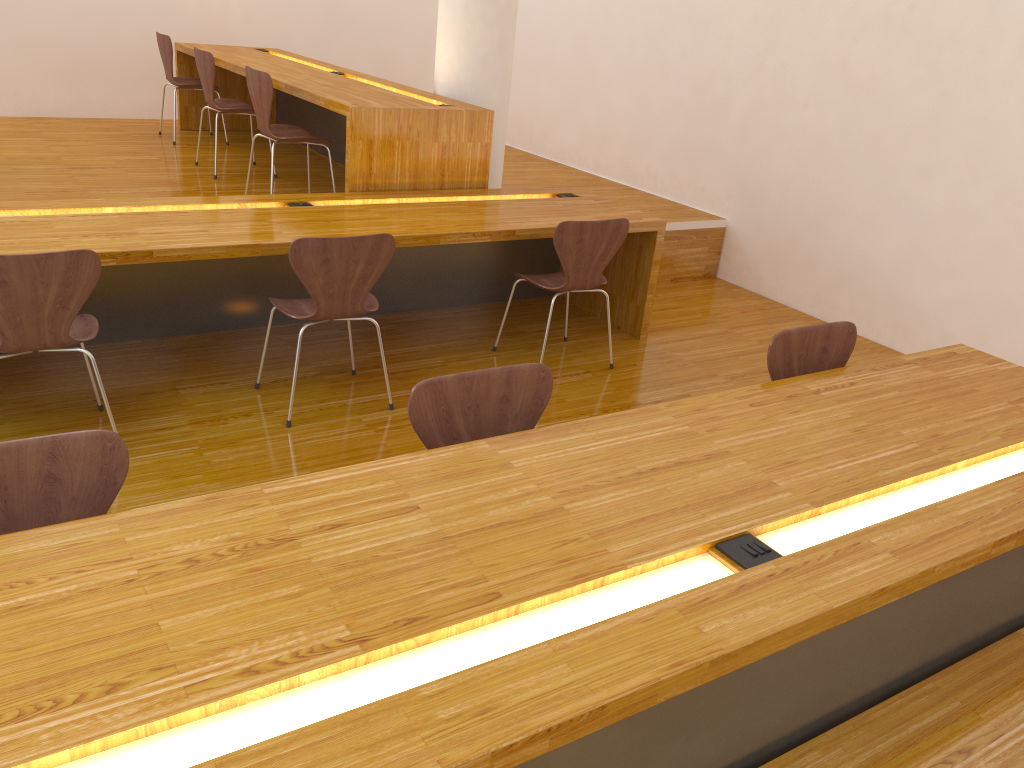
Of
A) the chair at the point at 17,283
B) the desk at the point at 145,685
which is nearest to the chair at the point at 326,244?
the chair at the point at 17,283

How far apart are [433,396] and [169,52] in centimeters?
490cm

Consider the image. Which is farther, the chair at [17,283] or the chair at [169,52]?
the chair at [169,52]

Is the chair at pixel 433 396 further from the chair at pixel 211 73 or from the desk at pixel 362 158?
the chair at pixel 211 73

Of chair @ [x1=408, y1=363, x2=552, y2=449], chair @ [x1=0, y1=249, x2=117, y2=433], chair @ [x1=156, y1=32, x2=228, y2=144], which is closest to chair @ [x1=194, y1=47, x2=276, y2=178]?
chair @ [x1=156, y1=32, x2=228, y2=144]

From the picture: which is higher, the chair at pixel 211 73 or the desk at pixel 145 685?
the chair at pixel 211 73

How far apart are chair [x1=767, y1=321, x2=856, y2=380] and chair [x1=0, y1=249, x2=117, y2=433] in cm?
200

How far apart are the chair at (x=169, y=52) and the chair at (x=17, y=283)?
3.54m

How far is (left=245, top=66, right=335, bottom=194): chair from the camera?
4.25m

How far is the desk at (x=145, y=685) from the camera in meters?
1.2 m
